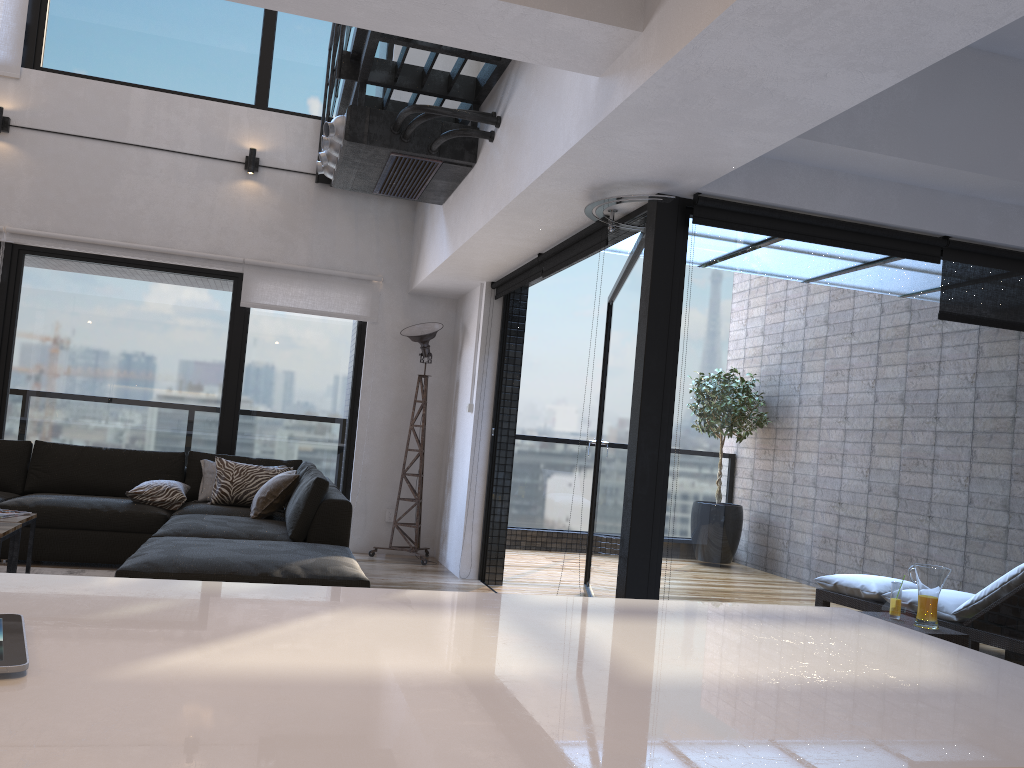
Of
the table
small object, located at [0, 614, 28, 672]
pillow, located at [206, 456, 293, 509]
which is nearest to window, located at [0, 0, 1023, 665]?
pillow, located at [206, 456, 293, 509]

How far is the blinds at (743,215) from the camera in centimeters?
373cm

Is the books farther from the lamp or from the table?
the lamp

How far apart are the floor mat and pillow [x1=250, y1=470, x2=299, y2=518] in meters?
0.8 m

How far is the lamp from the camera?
6.6m

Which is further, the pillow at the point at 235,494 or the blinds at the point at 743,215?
the pillow at the point at 235,494

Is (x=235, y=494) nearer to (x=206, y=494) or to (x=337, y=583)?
(x=206, y=494)

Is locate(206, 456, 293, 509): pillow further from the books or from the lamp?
the books

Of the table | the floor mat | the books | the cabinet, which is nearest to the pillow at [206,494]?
the floor mat

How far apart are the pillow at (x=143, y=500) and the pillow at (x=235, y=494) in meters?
0.2 m
